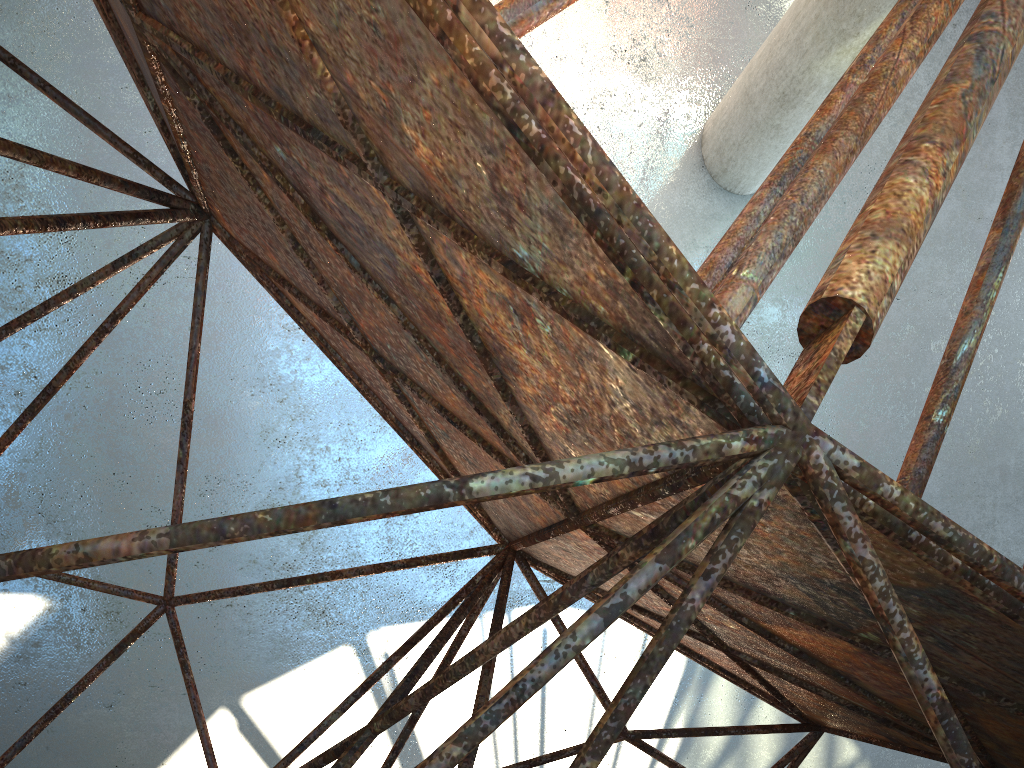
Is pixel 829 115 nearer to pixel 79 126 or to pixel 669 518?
pixel 669 518

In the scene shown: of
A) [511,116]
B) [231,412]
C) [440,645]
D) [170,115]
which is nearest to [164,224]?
[231,412]

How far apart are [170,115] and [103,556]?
4.44m
